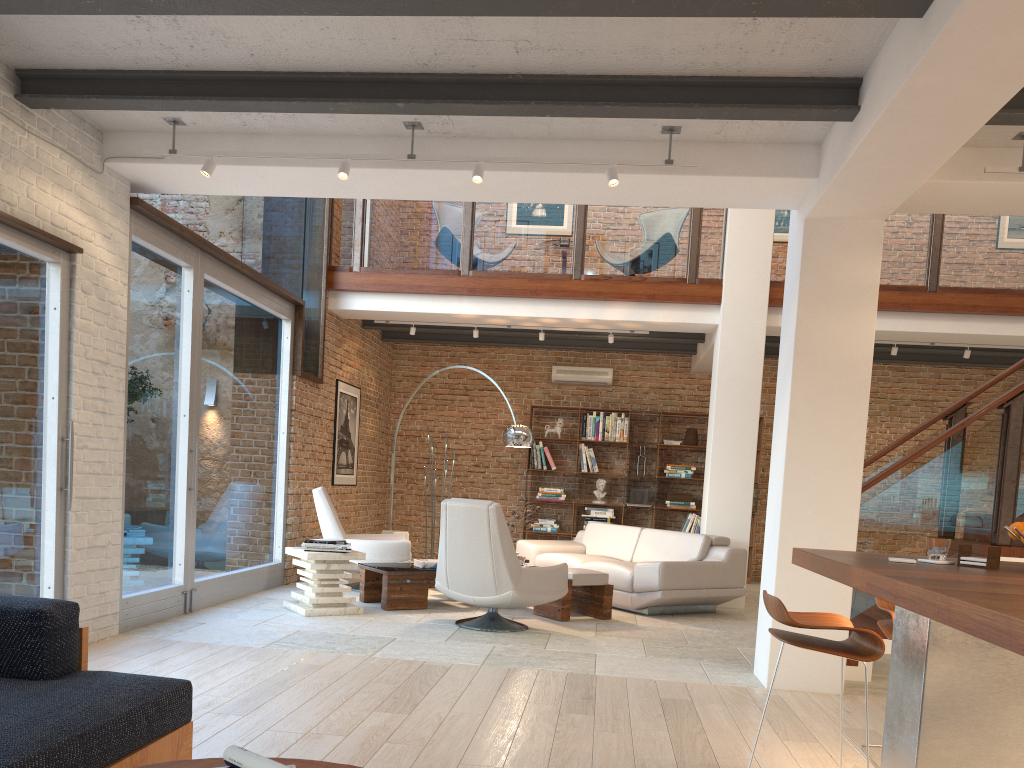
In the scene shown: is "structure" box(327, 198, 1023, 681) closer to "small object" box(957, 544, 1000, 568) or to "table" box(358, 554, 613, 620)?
"table" box(358, 554, 613, 620)

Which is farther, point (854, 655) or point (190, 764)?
point (854, 655)

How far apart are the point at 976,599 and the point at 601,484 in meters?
9.6 m

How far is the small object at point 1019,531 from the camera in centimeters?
320cm

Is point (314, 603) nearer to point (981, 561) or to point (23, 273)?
point (23, 273)

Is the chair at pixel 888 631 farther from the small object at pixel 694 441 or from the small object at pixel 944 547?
the small object at pixel 694 441

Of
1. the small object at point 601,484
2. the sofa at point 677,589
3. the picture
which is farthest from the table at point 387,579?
the small object at point 601,484

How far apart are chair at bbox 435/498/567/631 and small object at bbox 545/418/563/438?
5.1 meters

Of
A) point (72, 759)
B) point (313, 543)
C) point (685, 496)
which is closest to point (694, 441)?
point (685, 496)

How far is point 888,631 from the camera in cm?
369
